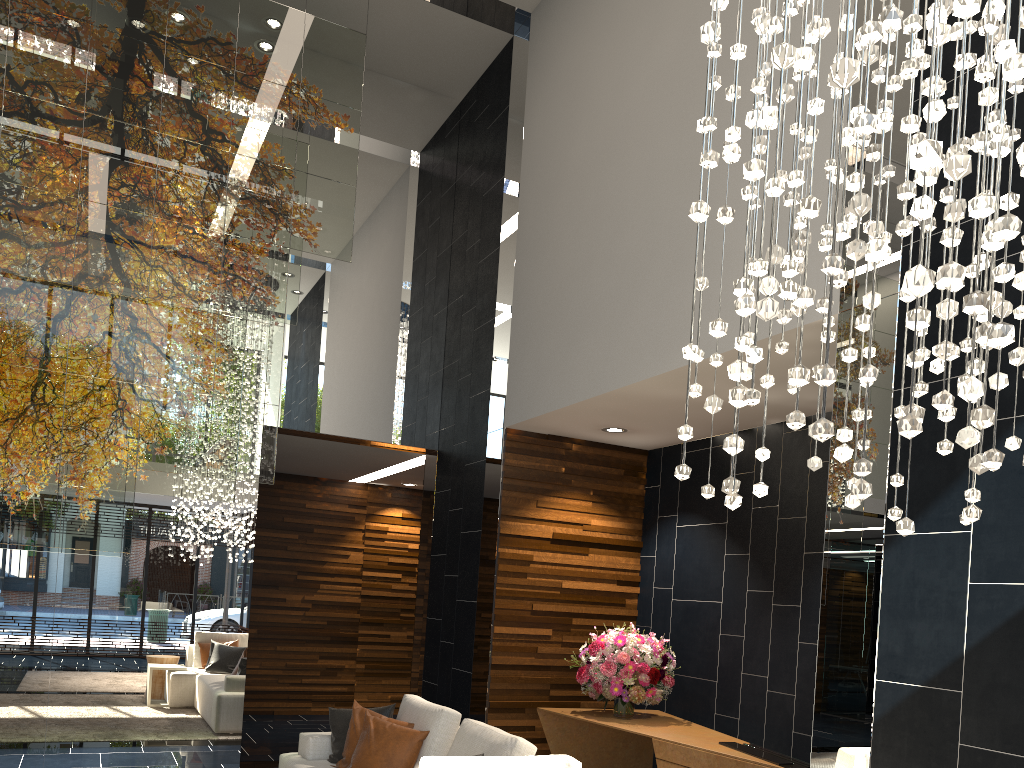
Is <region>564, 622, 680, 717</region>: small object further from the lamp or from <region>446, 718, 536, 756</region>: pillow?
the lamp

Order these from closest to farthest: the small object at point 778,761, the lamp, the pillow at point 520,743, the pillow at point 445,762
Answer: the lamp, the pillow at point 445,762, the pillow at point 520,743, the small object at point 778,761

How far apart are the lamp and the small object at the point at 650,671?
3.4m

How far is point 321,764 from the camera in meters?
5.0

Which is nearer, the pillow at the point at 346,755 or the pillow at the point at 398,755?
the pillow at the point at 398,755

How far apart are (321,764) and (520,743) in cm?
168

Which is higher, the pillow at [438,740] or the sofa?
the pillow at [438,740]

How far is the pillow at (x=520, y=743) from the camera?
3.9 meters

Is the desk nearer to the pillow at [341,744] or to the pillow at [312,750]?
the pillow at [341,744]

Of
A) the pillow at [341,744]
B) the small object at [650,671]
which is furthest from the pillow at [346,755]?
the small object at [650,671]
